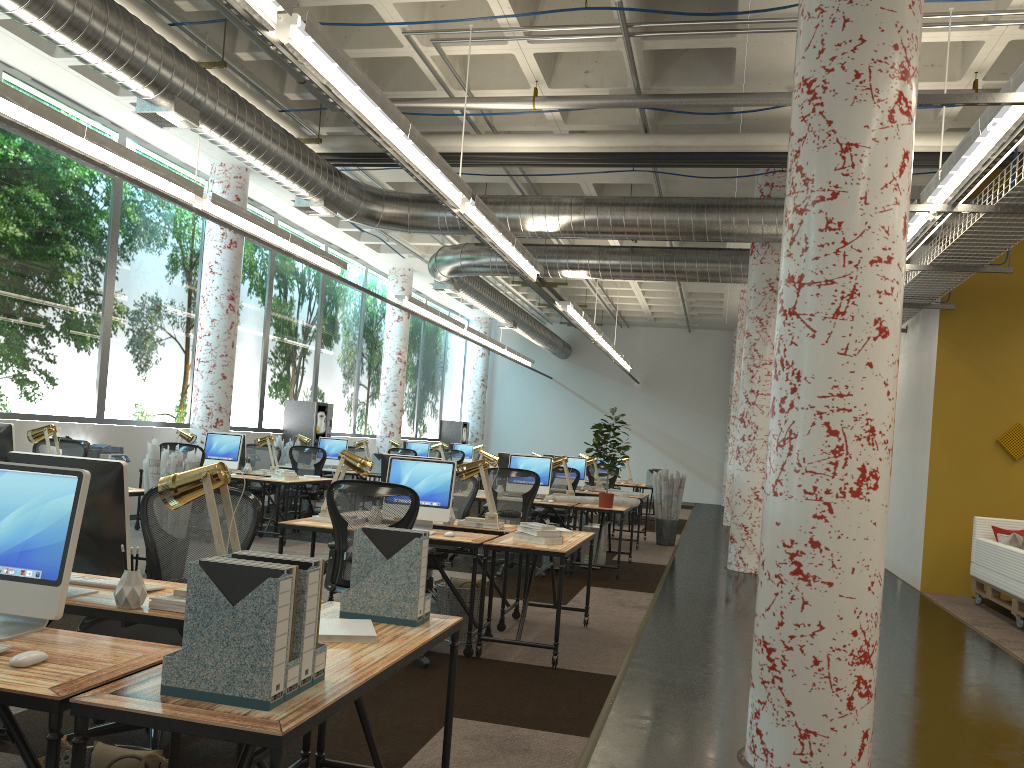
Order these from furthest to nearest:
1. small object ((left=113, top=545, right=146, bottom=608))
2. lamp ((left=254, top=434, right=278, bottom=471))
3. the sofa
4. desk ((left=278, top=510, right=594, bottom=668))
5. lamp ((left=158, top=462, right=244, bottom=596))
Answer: lamp ((left=254, top=434, right=278, bottom=471)), the sofa, desk ((left=278, top=510, right=594, bottom=668)), lamp ((left=158, top=462, right=244, bottom=596)), small object ((left=113, top=545, right=146, bottom=608))

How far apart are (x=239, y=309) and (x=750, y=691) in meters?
12.0 m

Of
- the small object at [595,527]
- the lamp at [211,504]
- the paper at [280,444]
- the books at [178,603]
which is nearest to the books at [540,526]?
the lamp at [211,504]

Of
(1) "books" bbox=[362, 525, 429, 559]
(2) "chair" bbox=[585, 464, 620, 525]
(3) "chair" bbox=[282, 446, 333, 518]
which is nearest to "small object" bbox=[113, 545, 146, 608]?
(1) "books" bbox=[362, 525, 429, 559]

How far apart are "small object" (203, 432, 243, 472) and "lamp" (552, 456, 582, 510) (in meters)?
3.78

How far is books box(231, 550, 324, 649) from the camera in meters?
2.2 m

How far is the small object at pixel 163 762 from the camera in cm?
249

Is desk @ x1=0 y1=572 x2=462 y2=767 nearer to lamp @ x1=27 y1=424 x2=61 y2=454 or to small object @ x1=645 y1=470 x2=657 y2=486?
lamp @ x1=27 y1=424 x2=61 y2=454

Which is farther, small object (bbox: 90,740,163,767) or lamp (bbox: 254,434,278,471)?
lamp (bbox: 254,434,278,471)

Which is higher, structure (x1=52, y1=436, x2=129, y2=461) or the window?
the window
